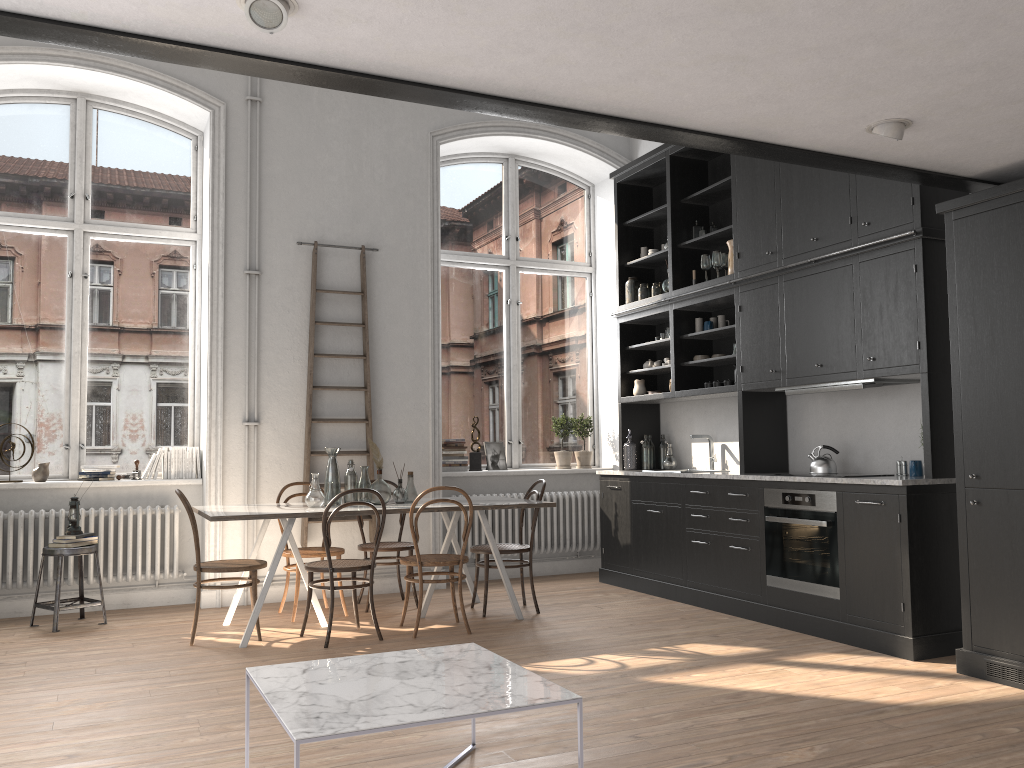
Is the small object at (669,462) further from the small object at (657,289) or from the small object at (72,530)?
the small object at (72,530)

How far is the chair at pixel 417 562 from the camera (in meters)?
5.45

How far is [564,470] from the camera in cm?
809

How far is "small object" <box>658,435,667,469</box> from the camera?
7.6 meters

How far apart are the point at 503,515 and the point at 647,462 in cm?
132

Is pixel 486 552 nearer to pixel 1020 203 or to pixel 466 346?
pixel 466 346

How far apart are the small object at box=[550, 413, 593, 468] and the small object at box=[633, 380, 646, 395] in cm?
84

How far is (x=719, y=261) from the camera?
6.62m

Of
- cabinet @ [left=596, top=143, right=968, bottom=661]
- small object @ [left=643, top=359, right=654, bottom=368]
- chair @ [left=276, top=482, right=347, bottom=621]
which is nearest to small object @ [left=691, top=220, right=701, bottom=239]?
cabinet @ [left=596, top=143, right=968, bottom=661]

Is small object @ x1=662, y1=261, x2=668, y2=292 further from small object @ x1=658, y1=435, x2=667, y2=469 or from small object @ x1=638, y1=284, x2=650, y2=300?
small object @ x1=658, y1=435, x2=667, y2=469
